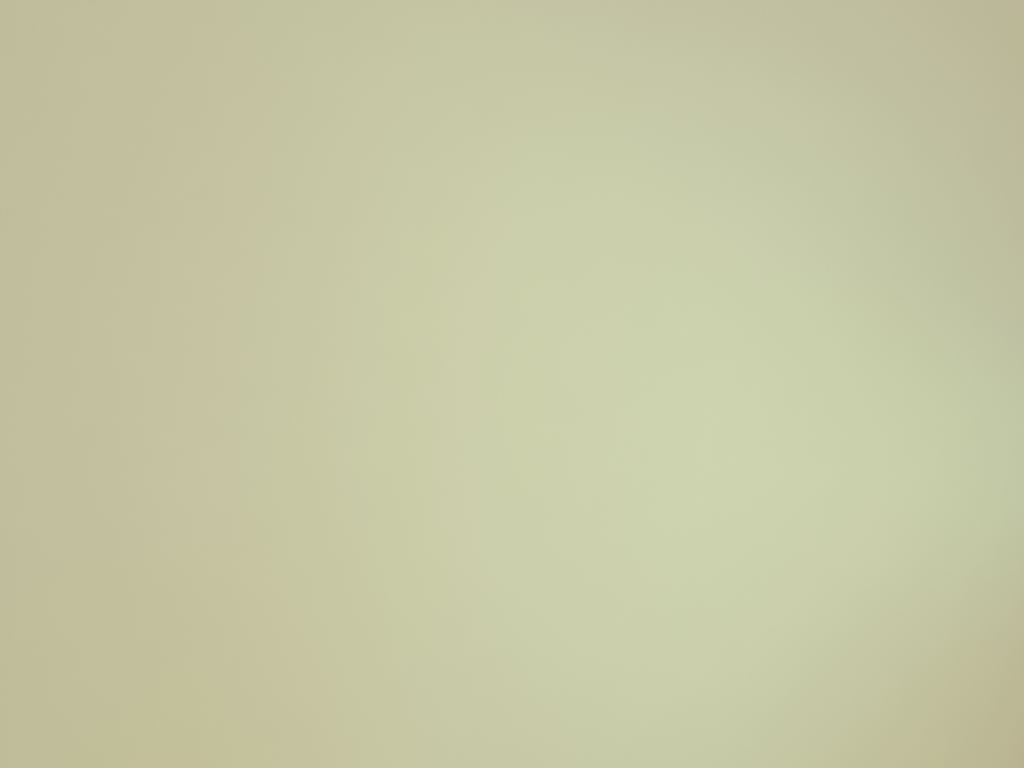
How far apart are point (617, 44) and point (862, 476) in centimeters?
0cm

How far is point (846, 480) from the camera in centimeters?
0cm
